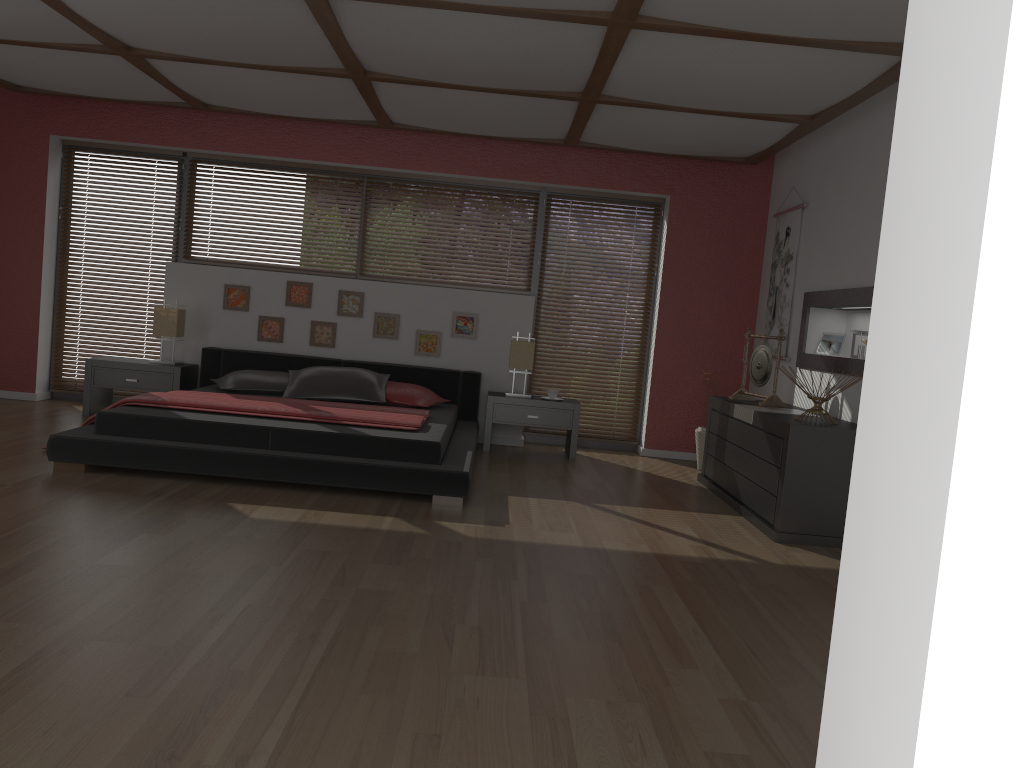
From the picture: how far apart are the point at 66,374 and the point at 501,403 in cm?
364

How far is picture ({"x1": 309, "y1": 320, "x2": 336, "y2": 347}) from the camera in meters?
7.0 m

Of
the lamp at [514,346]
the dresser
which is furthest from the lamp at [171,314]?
the dresser

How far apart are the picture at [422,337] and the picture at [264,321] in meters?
1.1 m

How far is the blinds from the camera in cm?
726

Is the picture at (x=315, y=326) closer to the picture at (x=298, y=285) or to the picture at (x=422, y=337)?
the picture at (x=298, y=285)

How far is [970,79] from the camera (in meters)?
0.77

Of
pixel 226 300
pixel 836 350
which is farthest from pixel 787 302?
pixel 226 300

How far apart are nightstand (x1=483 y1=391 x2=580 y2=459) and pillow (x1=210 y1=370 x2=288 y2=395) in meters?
1.5

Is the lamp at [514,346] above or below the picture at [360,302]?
below
